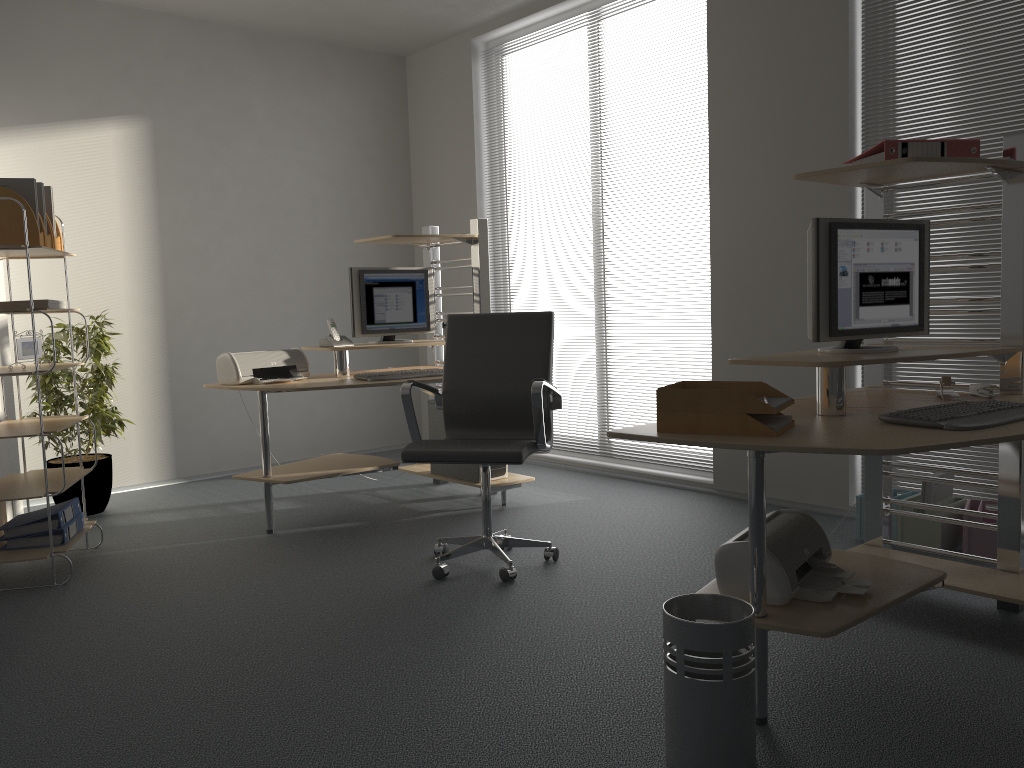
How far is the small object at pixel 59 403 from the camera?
4.74m

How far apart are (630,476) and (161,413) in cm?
301

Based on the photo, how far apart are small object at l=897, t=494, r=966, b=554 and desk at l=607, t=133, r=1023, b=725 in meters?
0.5

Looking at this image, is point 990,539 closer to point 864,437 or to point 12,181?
point 864,437

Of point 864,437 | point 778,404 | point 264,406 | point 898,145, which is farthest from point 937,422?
point 264,406

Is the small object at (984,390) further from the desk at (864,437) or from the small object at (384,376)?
the small object at (384,376)

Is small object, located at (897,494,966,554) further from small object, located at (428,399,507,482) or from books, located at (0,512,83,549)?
books, located at (0,512,83,549)

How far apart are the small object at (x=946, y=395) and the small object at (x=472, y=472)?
2.41m

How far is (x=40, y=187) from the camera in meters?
3.8

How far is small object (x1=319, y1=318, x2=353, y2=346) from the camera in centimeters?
466cm
